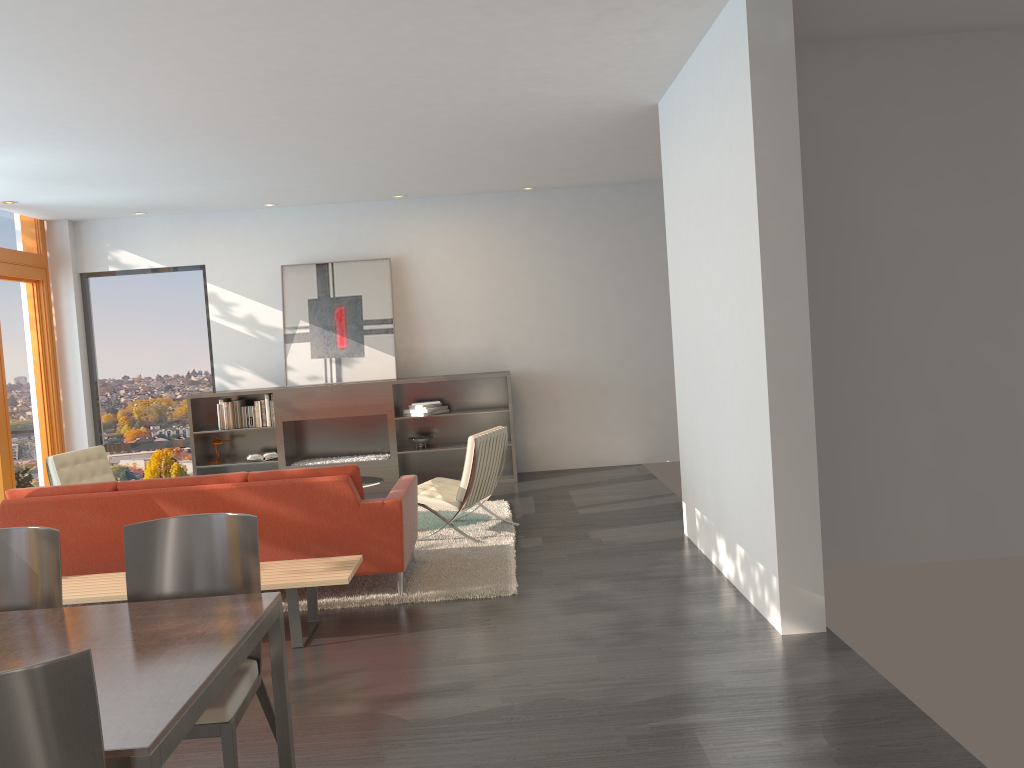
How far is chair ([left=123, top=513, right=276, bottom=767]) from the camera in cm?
274

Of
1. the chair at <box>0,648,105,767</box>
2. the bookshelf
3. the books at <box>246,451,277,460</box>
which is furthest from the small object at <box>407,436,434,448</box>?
the chair at <box>0,648,105,767</box>

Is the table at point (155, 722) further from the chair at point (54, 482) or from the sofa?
the chair at point (54, 482)

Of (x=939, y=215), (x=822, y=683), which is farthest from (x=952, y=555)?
(x=822, y=683)

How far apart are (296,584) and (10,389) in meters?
6.0 m

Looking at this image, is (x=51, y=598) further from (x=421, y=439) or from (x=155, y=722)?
(x=421, y=439)

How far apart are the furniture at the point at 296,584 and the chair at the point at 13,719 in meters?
2.7

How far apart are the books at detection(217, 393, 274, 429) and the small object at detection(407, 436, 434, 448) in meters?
1.5 m

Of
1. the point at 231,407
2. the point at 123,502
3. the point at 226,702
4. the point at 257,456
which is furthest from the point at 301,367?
the point at 226,702

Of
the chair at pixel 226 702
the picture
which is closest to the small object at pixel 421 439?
the picture
